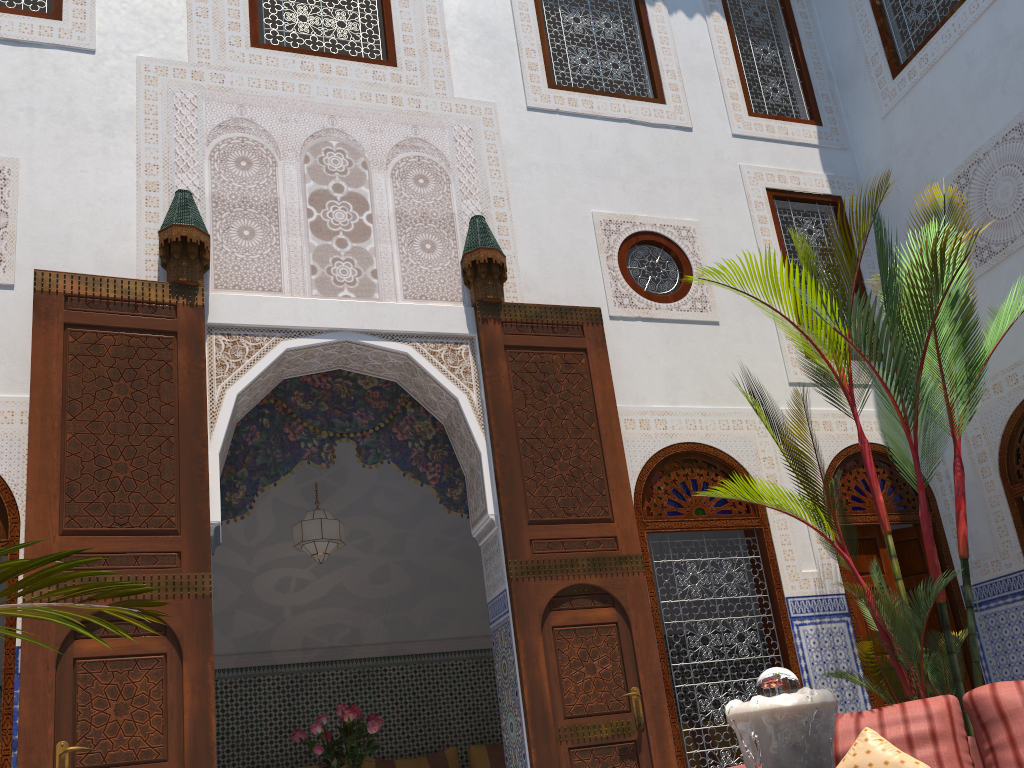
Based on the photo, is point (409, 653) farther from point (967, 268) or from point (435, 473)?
point (967, 268)

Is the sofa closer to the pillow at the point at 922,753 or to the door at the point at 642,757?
the pillow at the point at 922,753

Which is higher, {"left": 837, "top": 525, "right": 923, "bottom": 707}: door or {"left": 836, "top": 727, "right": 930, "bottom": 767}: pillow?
{"left": 837, "top": 525, "right": 923, "bottom": 707}: door

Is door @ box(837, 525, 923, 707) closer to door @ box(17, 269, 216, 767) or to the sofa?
the sofa

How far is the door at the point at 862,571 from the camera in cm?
391

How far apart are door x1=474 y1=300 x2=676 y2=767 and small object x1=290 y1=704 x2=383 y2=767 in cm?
92

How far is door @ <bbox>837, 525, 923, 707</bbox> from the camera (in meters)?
3.91

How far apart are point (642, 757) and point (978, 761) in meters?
1.1

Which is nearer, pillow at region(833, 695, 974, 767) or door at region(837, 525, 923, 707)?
pillow at region(833, 695, 974, 767)

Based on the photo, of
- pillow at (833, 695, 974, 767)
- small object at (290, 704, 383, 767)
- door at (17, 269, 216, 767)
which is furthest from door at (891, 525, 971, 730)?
door at (17, 269, 216, 767)
